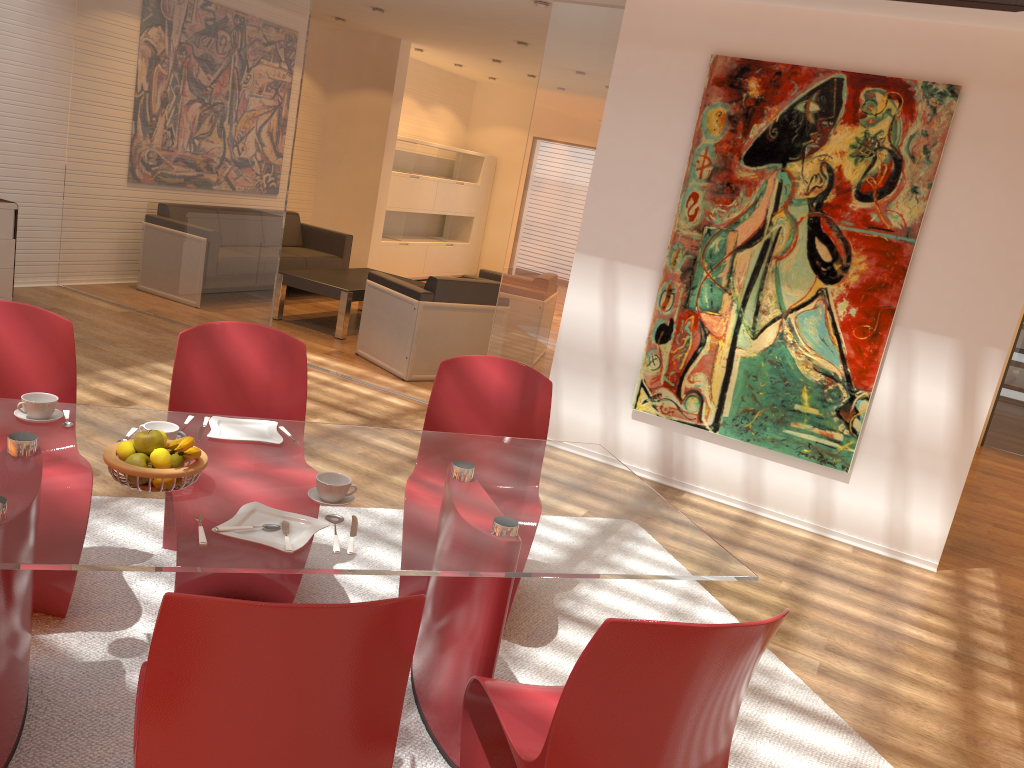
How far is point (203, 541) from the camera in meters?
1.9 m

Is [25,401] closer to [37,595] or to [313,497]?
[37,595]

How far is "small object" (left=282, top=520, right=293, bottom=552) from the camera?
1.90m

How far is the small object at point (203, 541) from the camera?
1.9m

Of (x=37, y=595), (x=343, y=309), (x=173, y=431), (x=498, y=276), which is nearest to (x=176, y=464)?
(x=173, y=431)

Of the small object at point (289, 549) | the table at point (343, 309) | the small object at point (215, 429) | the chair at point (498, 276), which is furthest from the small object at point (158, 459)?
the chair at point (498, 276)

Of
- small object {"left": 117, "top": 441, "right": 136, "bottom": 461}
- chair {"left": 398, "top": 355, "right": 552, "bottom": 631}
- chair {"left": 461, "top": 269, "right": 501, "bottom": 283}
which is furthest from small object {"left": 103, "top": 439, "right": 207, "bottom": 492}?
chair {"left": 461, "top": 269, "right": 501, "bottom": 283}

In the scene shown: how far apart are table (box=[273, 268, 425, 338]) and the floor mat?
4.15m

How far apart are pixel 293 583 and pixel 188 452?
1.0m

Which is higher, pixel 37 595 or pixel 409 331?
pixel 409 331
